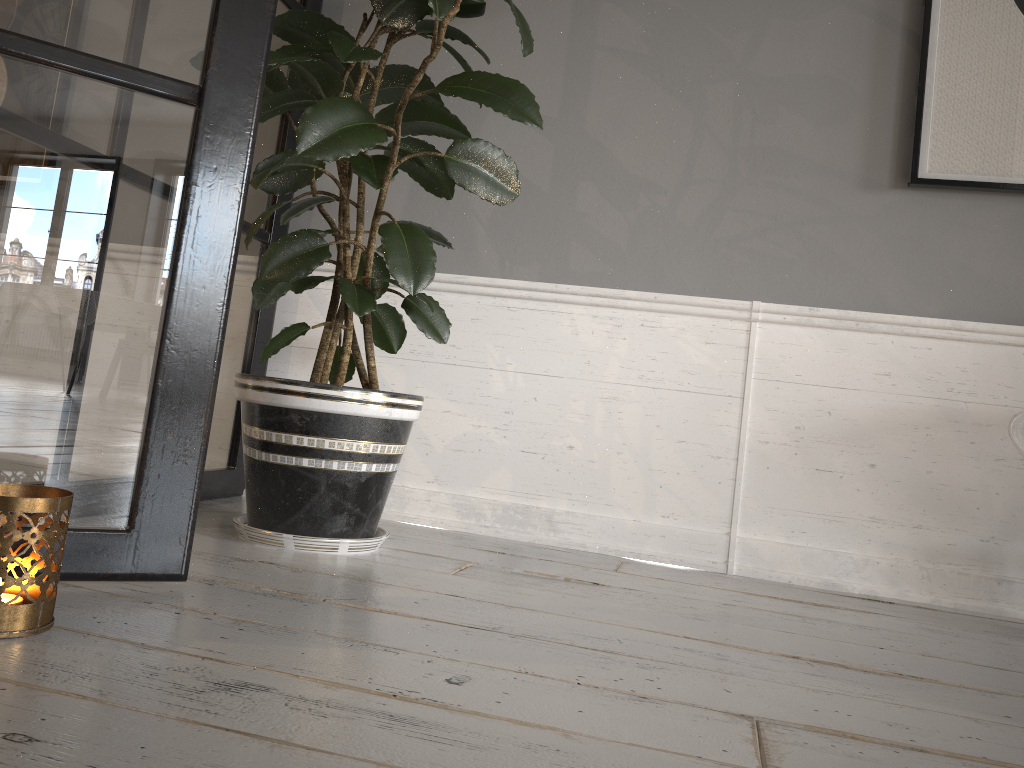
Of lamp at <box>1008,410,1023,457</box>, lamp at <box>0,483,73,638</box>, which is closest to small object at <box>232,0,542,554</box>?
lamp at <box>0,483,73,638</box>

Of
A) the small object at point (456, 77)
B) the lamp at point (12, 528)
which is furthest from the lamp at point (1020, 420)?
the lamp at point (12, 528)

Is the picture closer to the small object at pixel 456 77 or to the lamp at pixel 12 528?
the small object at pixel 456 77

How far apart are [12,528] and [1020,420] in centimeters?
160cm

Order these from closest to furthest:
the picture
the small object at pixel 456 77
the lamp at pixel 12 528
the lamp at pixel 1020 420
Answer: the lamp at pixel 12 528
the small object at pixel 456 77
the lamp at pixel 1020 420
the picture

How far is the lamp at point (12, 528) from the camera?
0.9m

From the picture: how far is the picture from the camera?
1.9m

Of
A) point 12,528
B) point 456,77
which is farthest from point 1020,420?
point 12,528

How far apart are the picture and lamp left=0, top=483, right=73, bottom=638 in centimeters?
173cm

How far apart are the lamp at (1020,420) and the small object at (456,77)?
1.01m
